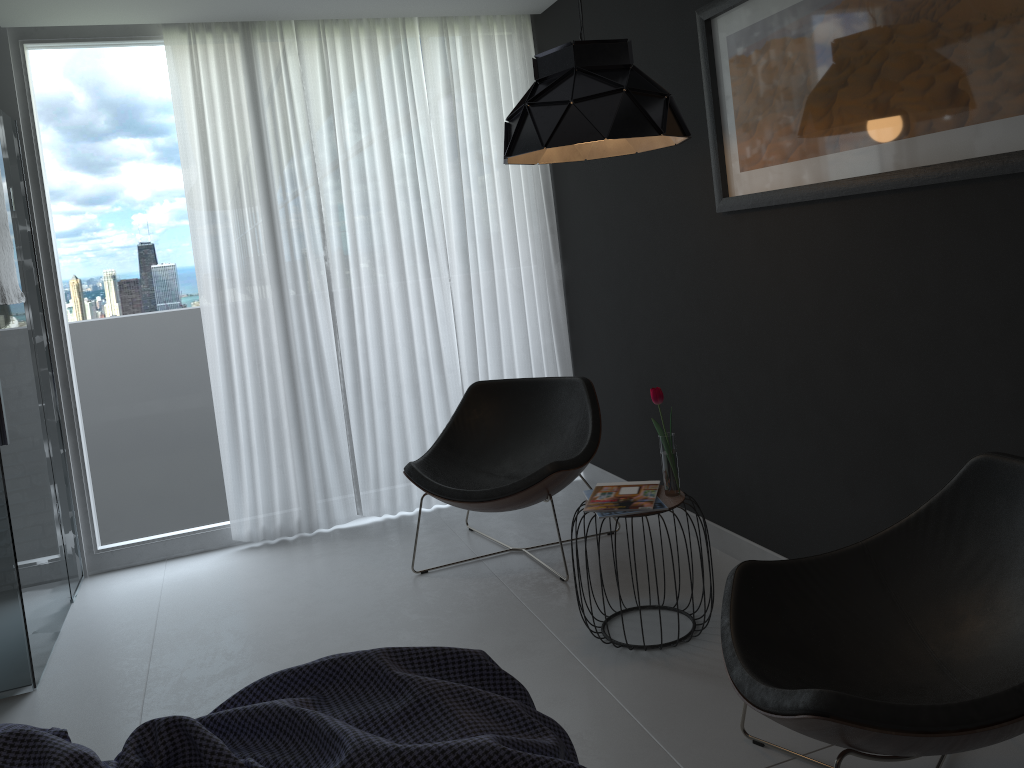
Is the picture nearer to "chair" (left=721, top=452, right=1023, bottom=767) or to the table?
"chair" (left=721, top=452, right=1023, bottom=767)

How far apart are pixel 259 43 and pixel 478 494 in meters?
2.4 m

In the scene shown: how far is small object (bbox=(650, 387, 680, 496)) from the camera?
2.87m

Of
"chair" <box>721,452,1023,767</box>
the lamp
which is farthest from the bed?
the lamp

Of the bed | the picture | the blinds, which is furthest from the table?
the blinds

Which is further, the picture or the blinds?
the blinds

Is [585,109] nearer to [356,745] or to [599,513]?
[599,513]

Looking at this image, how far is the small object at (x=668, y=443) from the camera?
2.9 meters

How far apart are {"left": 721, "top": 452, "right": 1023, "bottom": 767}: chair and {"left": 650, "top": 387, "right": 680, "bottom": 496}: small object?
0.7m

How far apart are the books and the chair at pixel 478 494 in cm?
35
